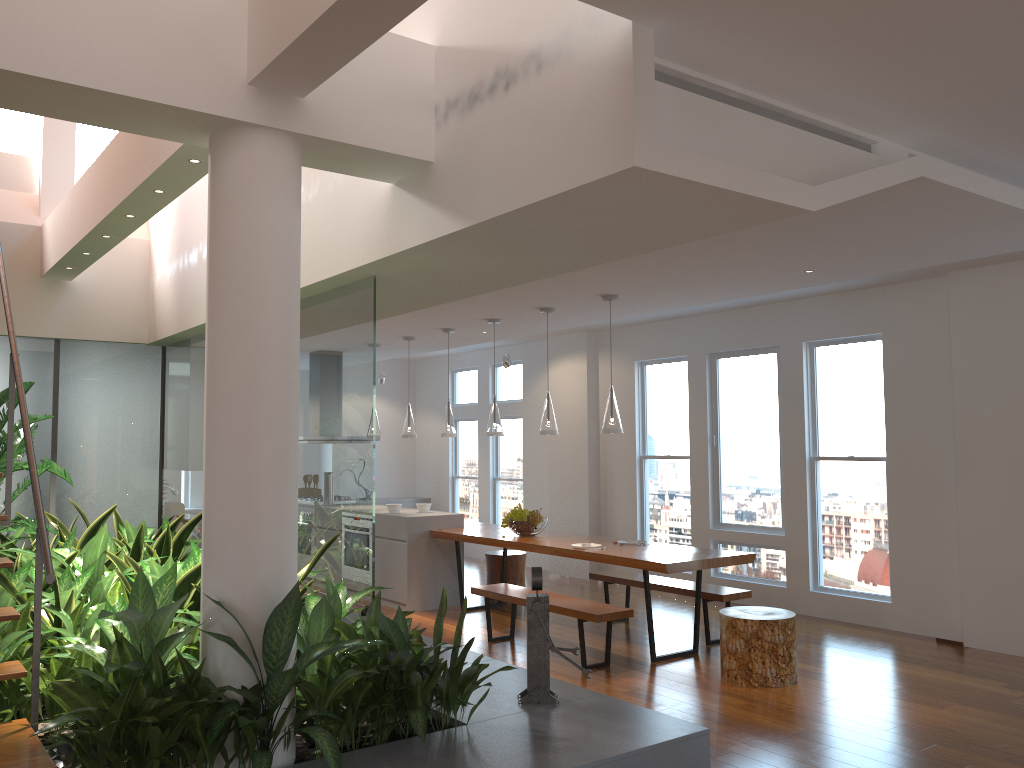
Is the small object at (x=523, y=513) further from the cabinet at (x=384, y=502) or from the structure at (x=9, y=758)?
the cabinet at (x=384, y=502)

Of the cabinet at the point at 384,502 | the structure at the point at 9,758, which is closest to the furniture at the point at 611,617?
the structure at the point at 9,758

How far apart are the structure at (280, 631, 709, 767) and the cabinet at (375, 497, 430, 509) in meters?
7.2 m

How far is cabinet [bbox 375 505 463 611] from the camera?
7.83m

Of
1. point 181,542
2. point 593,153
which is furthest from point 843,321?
point 181,542

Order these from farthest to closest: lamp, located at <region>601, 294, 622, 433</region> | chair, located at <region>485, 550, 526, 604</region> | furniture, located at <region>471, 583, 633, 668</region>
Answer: chair, located at <region>485, 550, 526, 604</region>, lamp, located at <region>601, 294, 622, 433</region>, furniture, located at <region>471, 583, 633, 668</region>

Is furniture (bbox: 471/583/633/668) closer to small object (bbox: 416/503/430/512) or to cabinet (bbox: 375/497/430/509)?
small object (bbox: 416/503/430/512)

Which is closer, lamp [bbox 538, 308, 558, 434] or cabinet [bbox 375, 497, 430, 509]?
lamp [bbox 538, 308, 558, 434]

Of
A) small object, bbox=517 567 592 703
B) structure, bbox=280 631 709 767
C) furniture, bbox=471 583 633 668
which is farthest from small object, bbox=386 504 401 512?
small object, bbox=517 567 592 703

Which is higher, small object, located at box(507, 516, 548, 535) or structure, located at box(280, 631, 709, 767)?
small object, located at box(507, 516, 548, 535)
